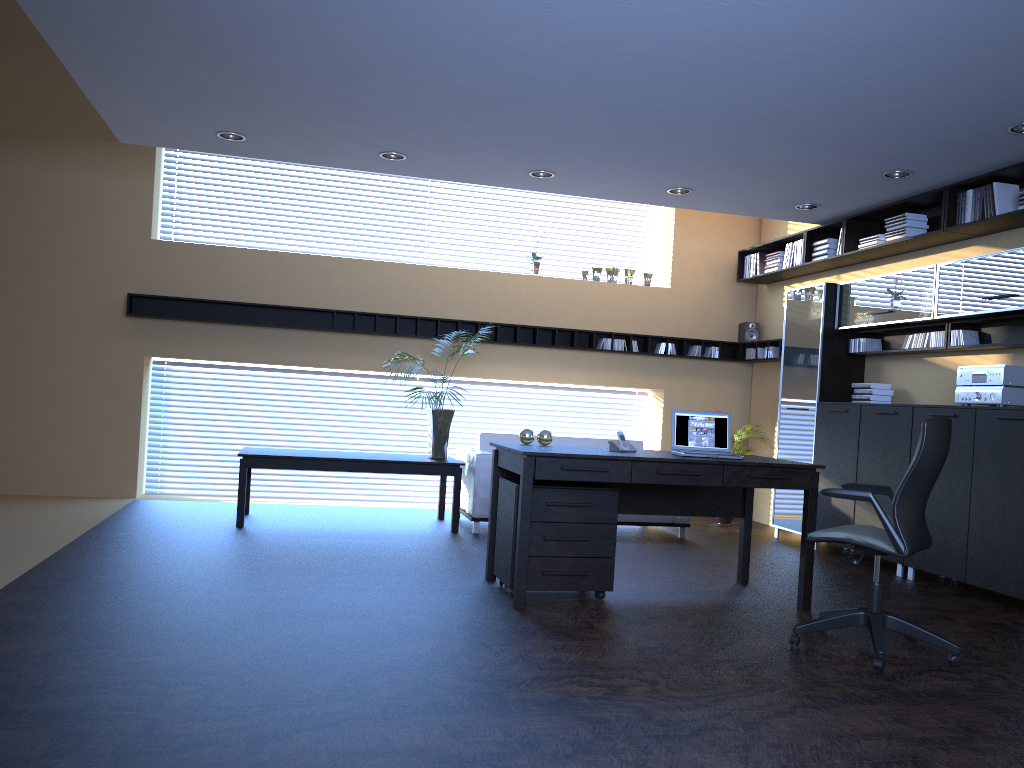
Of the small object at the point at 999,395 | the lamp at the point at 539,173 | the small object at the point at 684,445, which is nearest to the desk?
the small object at the point at 684,445

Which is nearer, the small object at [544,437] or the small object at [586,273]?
the small object at [544,437]

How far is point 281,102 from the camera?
5.8m

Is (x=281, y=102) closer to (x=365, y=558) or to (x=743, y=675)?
(x=365, y=558)

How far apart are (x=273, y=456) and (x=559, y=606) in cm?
323

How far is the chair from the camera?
4.2 meters

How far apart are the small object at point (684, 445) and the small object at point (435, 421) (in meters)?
2.70

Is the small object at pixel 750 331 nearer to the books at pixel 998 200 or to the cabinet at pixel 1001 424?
the cabinet at pixel 1001 424

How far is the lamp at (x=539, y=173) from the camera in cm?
722

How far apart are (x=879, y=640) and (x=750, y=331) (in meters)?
5.98
